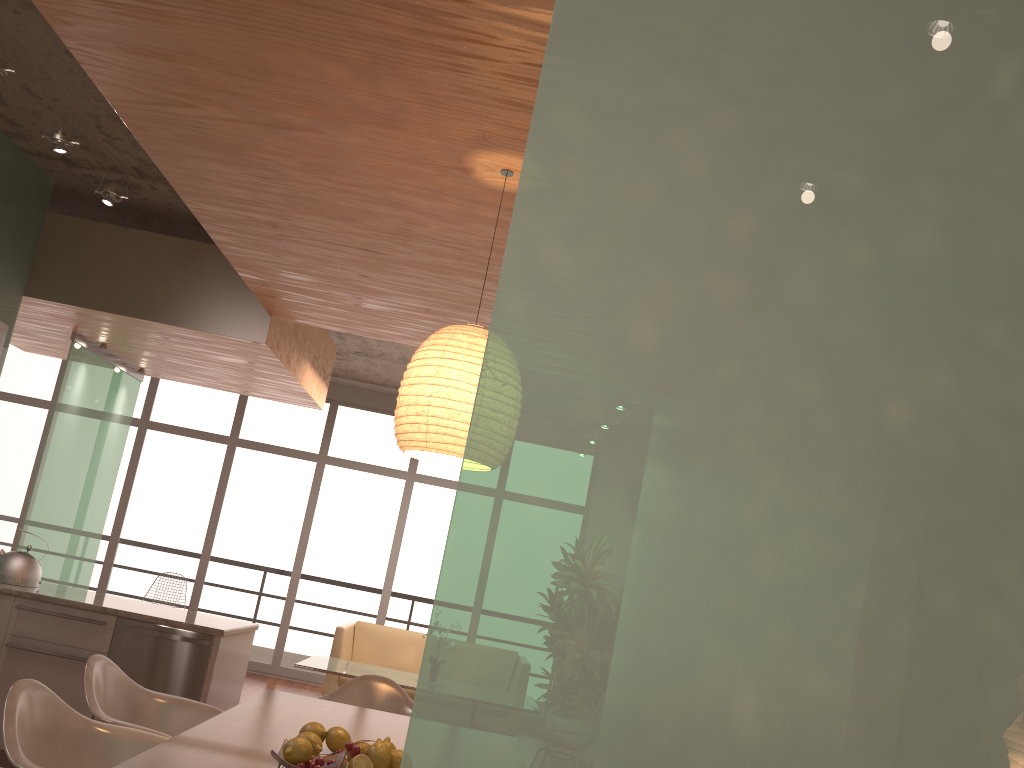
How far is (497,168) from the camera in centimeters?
313cm

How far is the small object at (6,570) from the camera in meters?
4.8 m

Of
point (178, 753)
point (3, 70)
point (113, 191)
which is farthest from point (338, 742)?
point (113, 191)

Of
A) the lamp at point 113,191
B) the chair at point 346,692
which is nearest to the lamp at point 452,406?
the chair at point 346,692

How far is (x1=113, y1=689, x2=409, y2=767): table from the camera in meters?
2.2 m

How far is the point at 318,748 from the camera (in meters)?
2.40

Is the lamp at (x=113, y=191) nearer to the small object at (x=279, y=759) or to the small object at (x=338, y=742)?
the small object at (x=338, y=742)

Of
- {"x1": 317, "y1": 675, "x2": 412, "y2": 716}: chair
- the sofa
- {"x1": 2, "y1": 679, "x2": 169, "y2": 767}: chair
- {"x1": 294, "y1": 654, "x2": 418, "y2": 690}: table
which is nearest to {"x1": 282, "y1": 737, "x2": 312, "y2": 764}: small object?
{"x1": 2, "y1": 679, "x2": 169, "y2": 767}: chair

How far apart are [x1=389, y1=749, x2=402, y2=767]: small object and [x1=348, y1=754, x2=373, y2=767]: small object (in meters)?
0.11

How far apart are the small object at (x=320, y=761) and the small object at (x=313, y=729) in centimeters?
32cm
